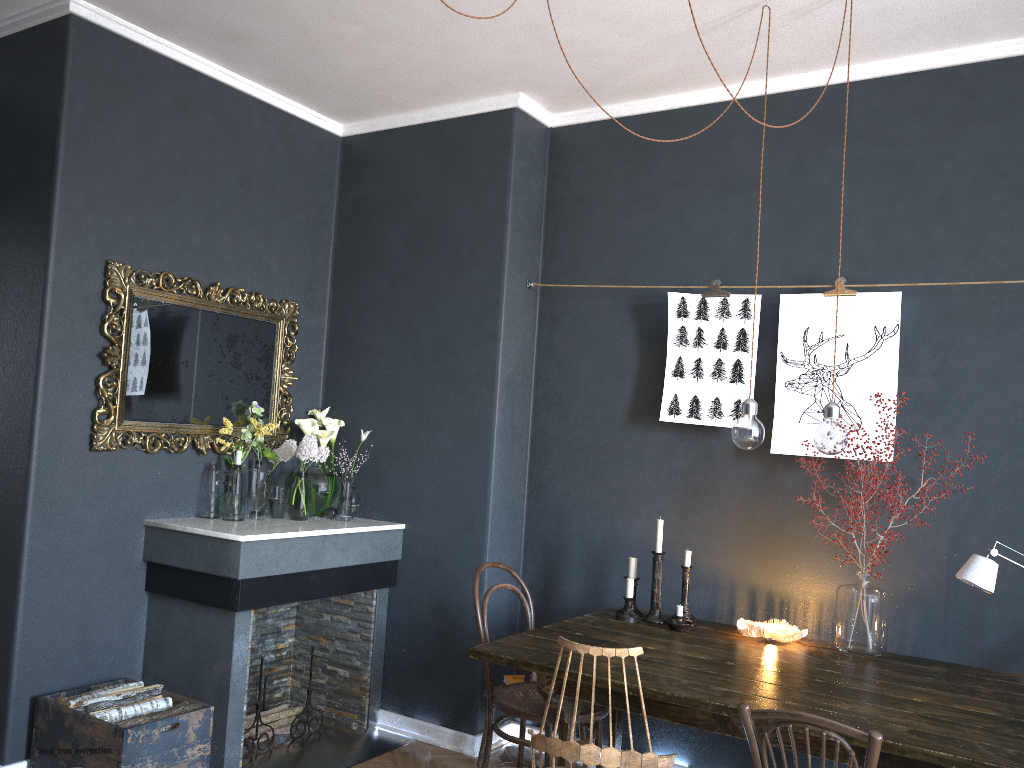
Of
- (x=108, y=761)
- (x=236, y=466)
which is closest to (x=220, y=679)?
(x=108, y=761)

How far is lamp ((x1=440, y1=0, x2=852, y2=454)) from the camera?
2.9 meters

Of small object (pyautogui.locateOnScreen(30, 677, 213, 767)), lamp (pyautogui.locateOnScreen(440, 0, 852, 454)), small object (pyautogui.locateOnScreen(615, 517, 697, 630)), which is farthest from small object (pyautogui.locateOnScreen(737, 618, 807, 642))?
small object (pyautogui.locateOnScreen(30, 677, 213, 767))

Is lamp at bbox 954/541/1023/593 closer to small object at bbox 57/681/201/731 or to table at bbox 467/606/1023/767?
table at bbox 467/606/1023/767

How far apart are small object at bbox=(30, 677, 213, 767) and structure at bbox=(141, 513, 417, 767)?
0.1m

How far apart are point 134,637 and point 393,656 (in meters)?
1.16

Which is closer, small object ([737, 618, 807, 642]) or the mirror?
small object ([737, 618, 807, 642])

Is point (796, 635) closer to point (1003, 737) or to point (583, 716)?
point (583, 716)

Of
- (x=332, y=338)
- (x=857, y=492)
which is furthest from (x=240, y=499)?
(x=857, y=492)

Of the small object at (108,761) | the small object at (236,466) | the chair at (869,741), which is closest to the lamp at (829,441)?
the chair at (869,741)
